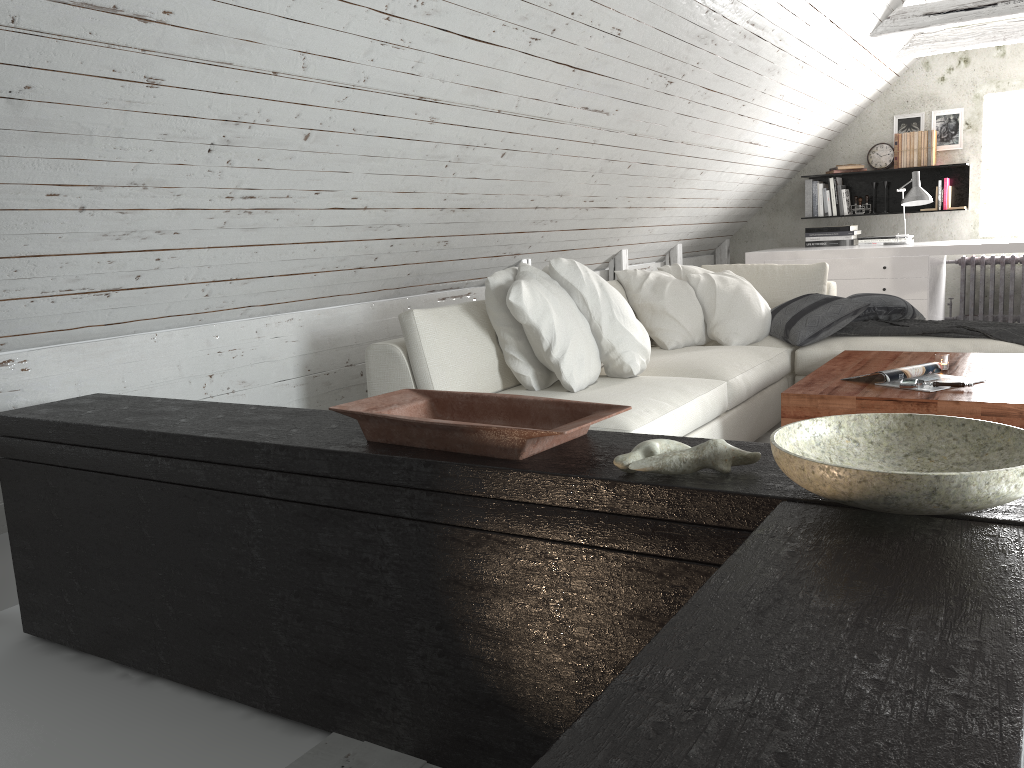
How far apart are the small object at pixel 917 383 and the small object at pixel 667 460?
1.9m

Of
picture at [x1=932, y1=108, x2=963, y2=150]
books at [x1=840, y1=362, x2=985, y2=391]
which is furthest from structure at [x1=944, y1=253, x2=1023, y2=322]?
books at [x1=840, y1=362, x2=985, y2=391]

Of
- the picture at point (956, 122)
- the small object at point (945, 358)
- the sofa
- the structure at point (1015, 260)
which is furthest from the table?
the picture at point (956, 122)

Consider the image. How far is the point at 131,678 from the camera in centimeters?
207cm

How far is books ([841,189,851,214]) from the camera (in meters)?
6.76

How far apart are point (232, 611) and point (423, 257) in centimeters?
221cm

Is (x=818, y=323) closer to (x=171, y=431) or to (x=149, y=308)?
(x=149, y=308)

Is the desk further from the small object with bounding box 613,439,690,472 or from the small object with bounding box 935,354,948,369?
the small object with bounding box 613,439,690,472

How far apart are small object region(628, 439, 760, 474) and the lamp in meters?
5.1

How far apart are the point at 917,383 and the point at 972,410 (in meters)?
0.25
